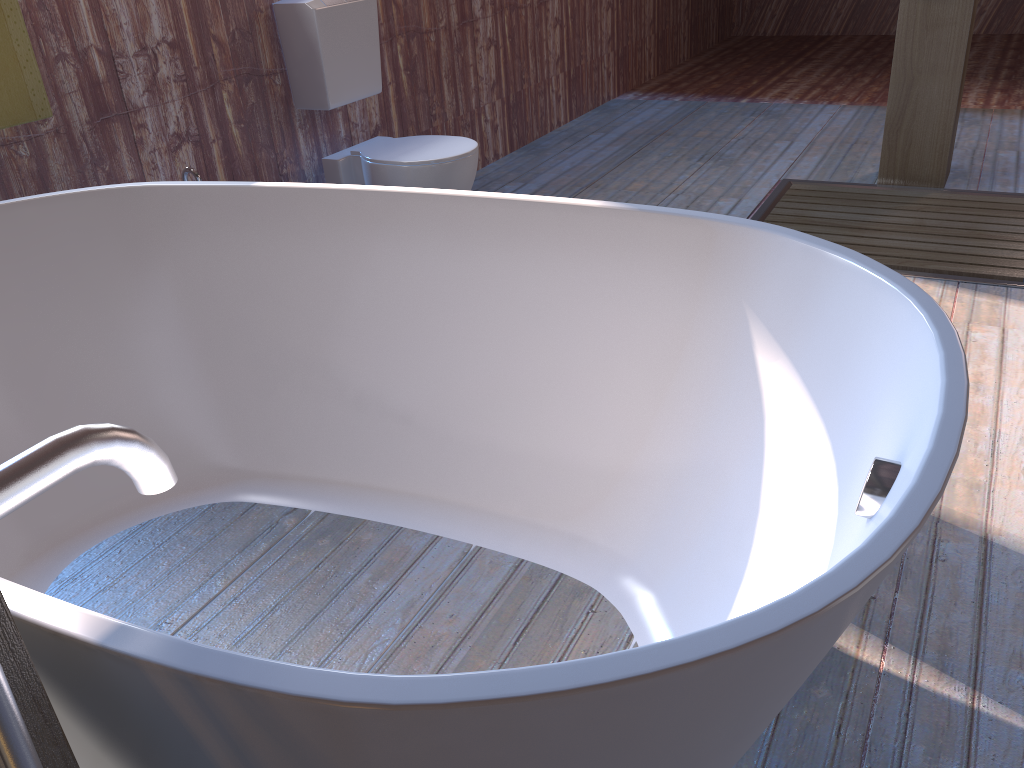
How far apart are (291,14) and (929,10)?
2.4m

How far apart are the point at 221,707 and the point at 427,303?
1.20m

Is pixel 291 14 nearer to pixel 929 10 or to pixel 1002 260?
pixel 929 10

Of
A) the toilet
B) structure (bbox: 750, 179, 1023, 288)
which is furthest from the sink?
structure (bbox: 750, 179, 1023, 288)

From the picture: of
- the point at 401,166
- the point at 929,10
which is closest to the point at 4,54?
the point at 401,166

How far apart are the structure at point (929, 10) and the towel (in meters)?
3.00

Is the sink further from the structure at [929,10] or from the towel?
the structure at [929,10]

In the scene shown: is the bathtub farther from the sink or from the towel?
the sink

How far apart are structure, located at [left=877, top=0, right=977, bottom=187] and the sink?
2.67m

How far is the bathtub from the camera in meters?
0.7 m
